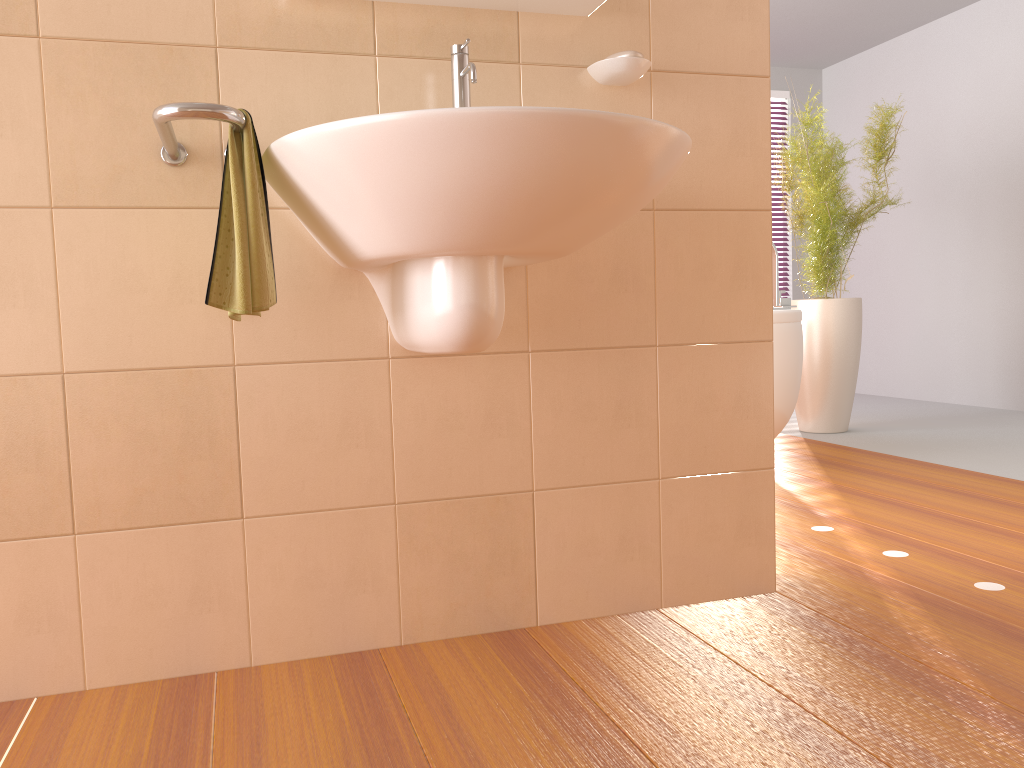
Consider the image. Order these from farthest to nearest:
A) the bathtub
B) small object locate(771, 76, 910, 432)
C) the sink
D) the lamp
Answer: small object locate(771, 76, 910, 432) < the bathtub < the lamp < the sink

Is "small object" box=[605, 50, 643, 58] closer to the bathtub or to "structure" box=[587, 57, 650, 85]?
"structure" box=[587, 57, 650, 85]

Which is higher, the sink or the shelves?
the shelves

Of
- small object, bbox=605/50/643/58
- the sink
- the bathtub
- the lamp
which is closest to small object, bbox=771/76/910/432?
the bathtub

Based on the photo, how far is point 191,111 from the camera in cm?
117

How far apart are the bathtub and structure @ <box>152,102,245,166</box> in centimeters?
223cm

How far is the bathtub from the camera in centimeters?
315cm

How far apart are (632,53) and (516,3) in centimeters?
23cm

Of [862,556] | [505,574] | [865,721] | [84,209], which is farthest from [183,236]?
[862,556]

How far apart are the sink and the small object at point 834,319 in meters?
2.7
